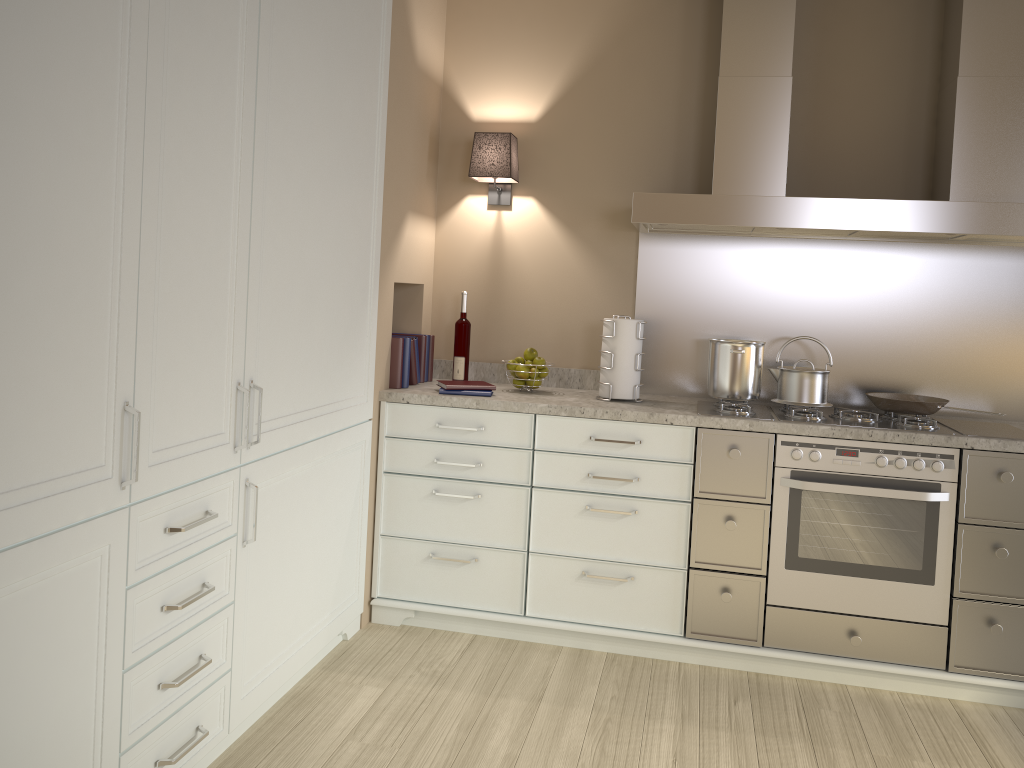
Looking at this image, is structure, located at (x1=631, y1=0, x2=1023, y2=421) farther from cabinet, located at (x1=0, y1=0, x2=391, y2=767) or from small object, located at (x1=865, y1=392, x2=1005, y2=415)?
cabinet, located at (x1=0, y1=0, x2=391, y2=767)

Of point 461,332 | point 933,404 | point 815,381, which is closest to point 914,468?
point 933,404

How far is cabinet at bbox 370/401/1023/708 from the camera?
2.7m

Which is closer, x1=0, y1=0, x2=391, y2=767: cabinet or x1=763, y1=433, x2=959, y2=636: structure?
x1=0, y1=0, x2=391, y2=767: cabinet

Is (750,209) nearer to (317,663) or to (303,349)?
(303,349)

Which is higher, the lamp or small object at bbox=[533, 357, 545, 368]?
the lamp

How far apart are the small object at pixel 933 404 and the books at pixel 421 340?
1.63m

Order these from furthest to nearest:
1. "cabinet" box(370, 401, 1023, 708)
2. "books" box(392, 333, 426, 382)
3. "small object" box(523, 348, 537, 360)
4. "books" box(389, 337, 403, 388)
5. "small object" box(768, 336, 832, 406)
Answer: "books" box(392, 333, 426, 382), "small object" box(523, 348, 537, 360), "books" box(389, 337, 403, 388), "small object" box(768, 336, 832, 406), "cabinet" box(370, 401, 1023, 708)

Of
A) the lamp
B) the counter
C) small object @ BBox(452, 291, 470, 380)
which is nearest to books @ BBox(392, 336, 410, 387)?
the counter

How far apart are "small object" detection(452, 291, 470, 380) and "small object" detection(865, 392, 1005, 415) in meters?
1.5 m
